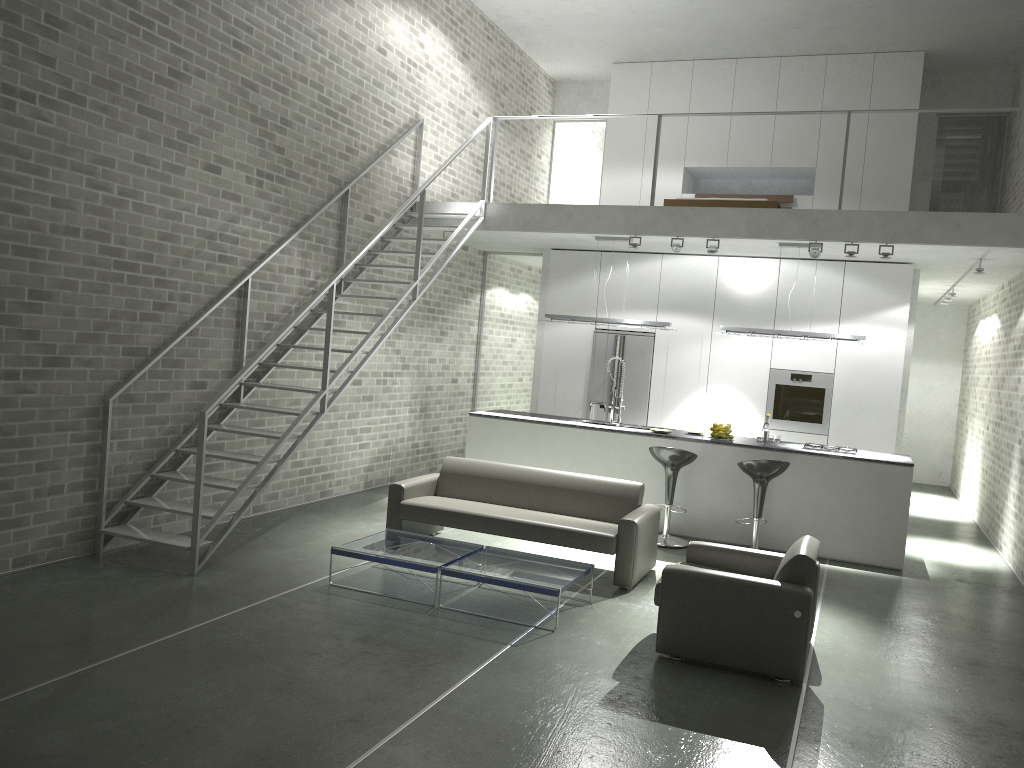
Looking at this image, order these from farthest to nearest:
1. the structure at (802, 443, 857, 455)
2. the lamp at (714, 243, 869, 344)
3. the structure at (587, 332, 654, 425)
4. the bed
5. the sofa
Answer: the structure at (587, 332, 654, 425) → the bed → the lamp at (714, 243, 869, 344) → the structure at (802, 443, 857, 455) → the sofa

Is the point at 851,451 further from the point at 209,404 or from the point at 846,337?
the point at 209,404

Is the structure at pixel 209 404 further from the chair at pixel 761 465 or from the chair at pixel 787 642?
the chair at pixel 761 465

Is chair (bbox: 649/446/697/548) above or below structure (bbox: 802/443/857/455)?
below

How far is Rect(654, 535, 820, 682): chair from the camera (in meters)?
4.88

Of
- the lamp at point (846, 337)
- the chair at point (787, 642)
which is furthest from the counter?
the chair at point (787, 642)

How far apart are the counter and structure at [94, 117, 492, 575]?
1.57m

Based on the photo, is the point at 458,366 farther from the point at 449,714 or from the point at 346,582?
the point at 449,714

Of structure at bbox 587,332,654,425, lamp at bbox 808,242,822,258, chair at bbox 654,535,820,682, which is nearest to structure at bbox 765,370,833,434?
structure at bbox 587,332,654,425

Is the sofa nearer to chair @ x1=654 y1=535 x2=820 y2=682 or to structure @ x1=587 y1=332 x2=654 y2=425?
chair @ x1=654 y1=535 x2=820 y2=682
